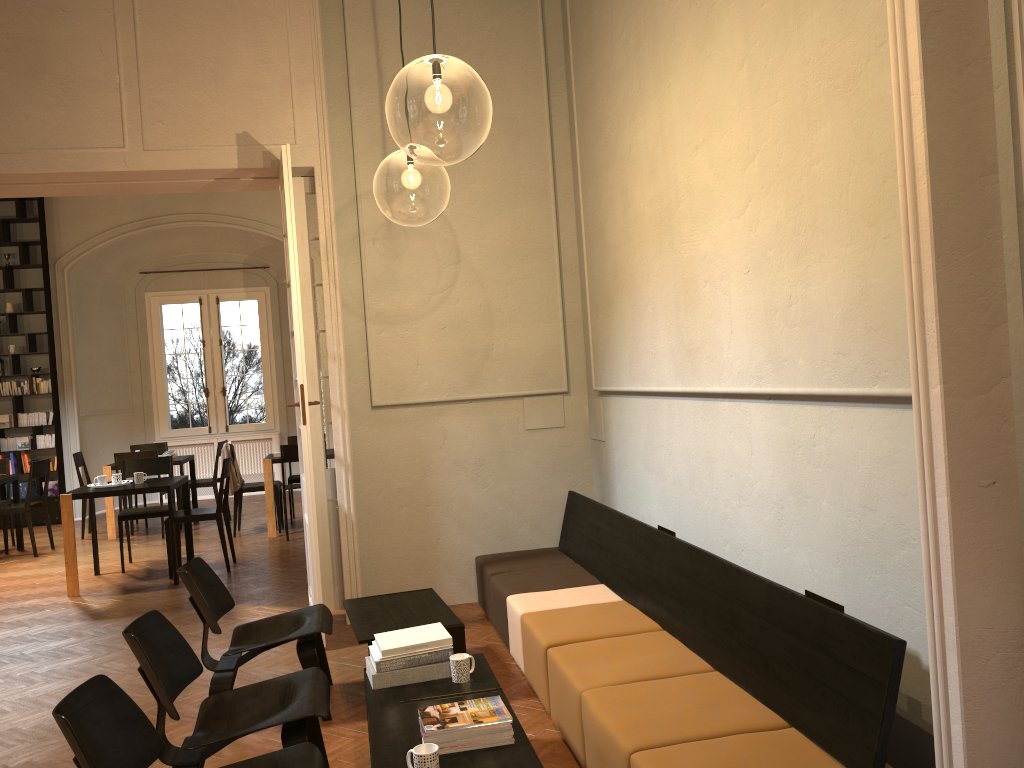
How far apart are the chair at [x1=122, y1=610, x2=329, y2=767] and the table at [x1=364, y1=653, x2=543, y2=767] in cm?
17

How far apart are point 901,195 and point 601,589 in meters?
3.2 m

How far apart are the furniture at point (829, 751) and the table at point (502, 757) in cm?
32

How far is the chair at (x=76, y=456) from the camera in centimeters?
1118cm

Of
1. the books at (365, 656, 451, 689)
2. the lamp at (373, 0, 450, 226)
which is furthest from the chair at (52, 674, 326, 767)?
the lamp at (373, 0, 450, 226)

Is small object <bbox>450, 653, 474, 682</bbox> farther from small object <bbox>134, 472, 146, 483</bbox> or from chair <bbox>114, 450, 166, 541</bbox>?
chair <bbox>114, 450, 166, 541</bbox>

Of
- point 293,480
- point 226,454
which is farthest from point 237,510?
point 293,480

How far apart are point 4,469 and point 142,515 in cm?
342

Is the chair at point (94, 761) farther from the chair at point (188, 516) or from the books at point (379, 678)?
the chair at point (188, 516)

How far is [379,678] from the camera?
3.7m
